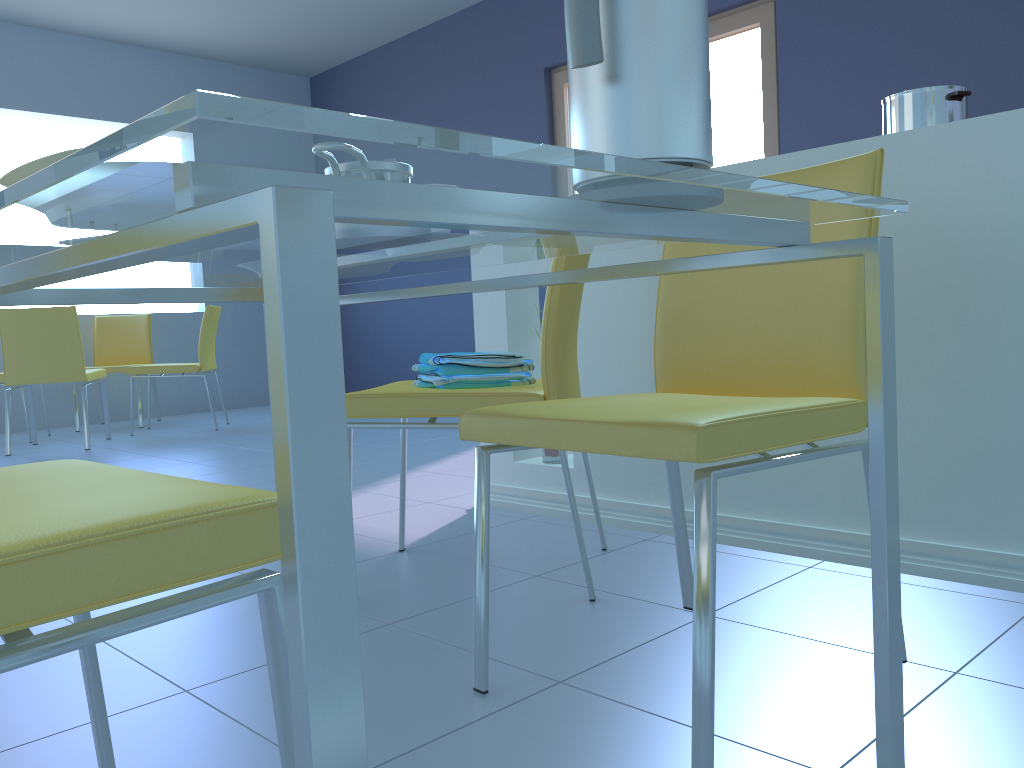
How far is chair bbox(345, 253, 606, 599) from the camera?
1.5 meters

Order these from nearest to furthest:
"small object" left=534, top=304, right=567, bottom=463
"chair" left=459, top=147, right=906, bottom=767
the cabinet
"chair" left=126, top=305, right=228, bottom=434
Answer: "chair" left=459, top=147, right=906, bottom=767
the cabinet
"small object" left=534, top=304, right=567, bottom=463
"chair" left=126, top=305, right=228, bottom=434

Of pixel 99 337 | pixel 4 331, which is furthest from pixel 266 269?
pixel 99 337

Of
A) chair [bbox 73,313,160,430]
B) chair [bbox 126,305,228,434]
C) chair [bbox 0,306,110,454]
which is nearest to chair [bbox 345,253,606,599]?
chair [bbox 0,306,110,454]

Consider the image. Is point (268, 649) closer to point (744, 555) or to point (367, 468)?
point (744, 555)

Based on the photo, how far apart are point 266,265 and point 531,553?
1.6m

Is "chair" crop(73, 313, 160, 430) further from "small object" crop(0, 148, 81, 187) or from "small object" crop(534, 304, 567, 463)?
"small object" crop(0, 148, 81, 187)

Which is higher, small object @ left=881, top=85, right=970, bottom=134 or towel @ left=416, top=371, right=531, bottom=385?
small object @ left=881, top=85, right=970, bottom=134

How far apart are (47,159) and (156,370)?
4.6 meters

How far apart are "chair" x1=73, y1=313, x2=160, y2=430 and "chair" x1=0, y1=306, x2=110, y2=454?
0.7 meters
